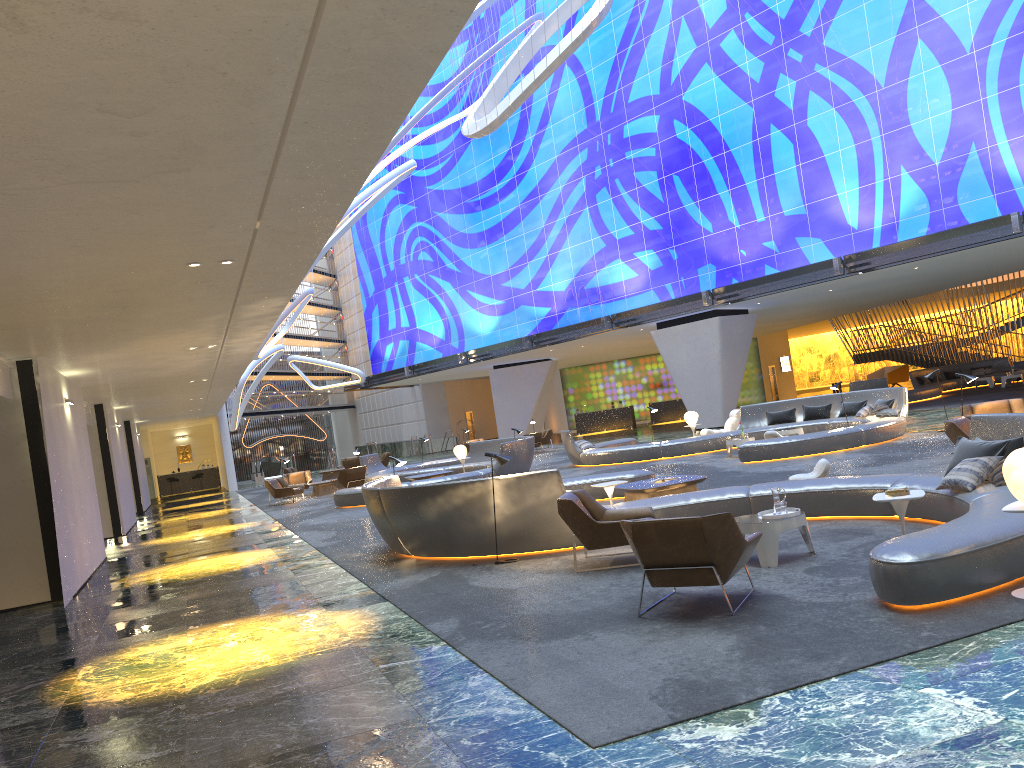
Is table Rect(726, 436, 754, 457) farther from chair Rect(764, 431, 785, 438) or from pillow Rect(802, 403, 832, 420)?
pillow Rect(802, 403, 832, 420)

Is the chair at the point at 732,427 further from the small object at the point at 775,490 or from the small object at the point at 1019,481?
the small object at the point at 1019,481

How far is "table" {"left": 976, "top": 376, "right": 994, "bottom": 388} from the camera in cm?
3251

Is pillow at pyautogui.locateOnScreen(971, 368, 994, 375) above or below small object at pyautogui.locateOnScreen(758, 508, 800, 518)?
above

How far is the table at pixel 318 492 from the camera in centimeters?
2693cm

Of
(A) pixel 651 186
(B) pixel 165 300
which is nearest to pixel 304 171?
(B) pixel 165 300

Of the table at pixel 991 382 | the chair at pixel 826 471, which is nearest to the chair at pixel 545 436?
the table at pixel 991 382

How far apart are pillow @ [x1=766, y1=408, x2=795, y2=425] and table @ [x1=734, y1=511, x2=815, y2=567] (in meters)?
14.18

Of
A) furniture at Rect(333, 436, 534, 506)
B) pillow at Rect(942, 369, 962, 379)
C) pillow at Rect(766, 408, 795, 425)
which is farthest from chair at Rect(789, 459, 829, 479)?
pillow at Rect(942, 369, 962, 379)

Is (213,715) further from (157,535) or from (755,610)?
(157,535)
